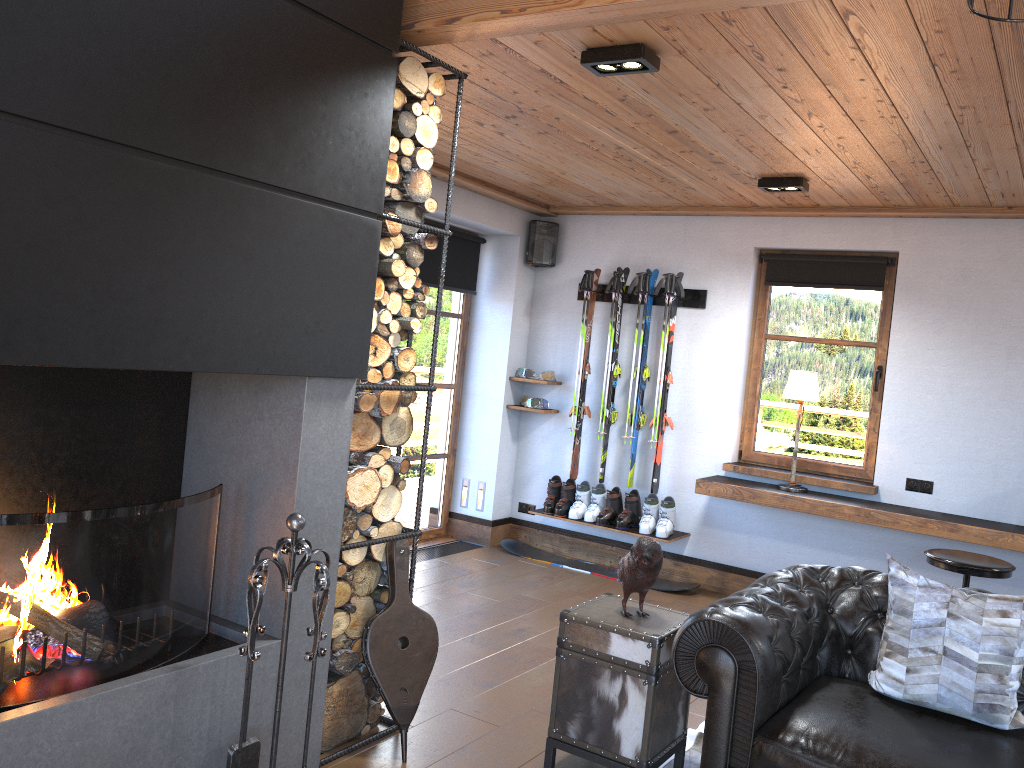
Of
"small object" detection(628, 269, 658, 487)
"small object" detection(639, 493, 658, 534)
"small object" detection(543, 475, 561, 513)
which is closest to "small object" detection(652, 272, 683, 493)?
"small object" detection(639, 493, 658, 534)

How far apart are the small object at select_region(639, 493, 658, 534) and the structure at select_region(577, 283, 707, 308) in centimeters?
140cm

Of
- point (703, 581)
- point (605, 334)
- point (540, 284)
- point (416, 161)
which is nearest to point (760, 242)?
point (605, 334)

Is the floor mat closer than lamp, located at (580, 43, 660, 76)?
No

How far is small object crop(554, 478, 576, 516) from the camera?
6.5m

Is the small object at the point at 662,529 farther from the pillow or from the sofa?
the pillow

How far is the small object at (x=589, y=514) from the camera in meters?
6.4

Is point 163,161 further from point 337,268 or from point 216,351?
point 337,268

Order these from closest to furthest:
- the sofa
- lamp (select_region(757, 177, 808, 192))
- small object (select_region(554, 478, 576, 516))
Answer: the sofa < lamp (select_region(757, 177, 808, 192)) < small object (select_region(554, 478, 576, 516))

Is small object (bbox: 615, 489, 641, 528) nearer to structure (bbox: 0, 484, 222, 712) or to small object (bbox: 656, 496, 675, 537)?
small object (bbox: 656, 496, 675, 537)
